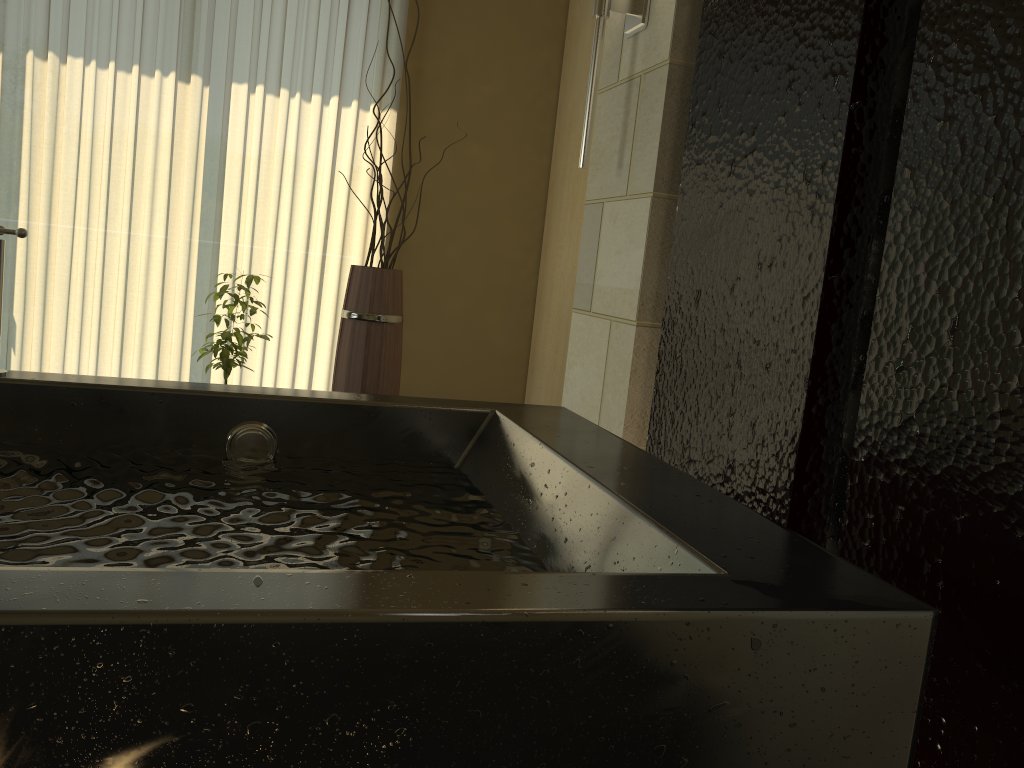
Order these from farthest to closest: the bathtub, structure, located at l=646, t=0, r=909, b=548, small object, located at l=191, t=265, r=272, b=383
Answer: small object, located at l=191, t=265, r=272, b=383 < structure, located at l=646, t=0, r=909, b=548 < the bathtub

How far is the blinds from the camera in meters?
3.3

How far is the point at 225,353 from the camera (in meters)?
2.93

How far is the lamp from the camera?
2.21m

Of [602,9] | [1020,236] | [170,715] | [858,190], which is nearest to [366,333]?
[602,9]

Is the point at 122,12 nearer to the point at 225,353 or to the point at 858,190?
the point at 225,353

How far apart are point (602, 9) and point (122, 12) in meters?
2.1 m

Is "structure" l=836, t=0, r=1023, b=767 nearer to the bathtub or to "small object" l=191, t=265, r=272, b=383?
the bathtub

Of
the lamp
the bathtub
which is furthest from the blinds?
the bathtub

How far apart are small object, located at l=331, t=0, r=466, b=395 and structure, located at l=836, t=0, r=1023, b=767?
2.0 meters
